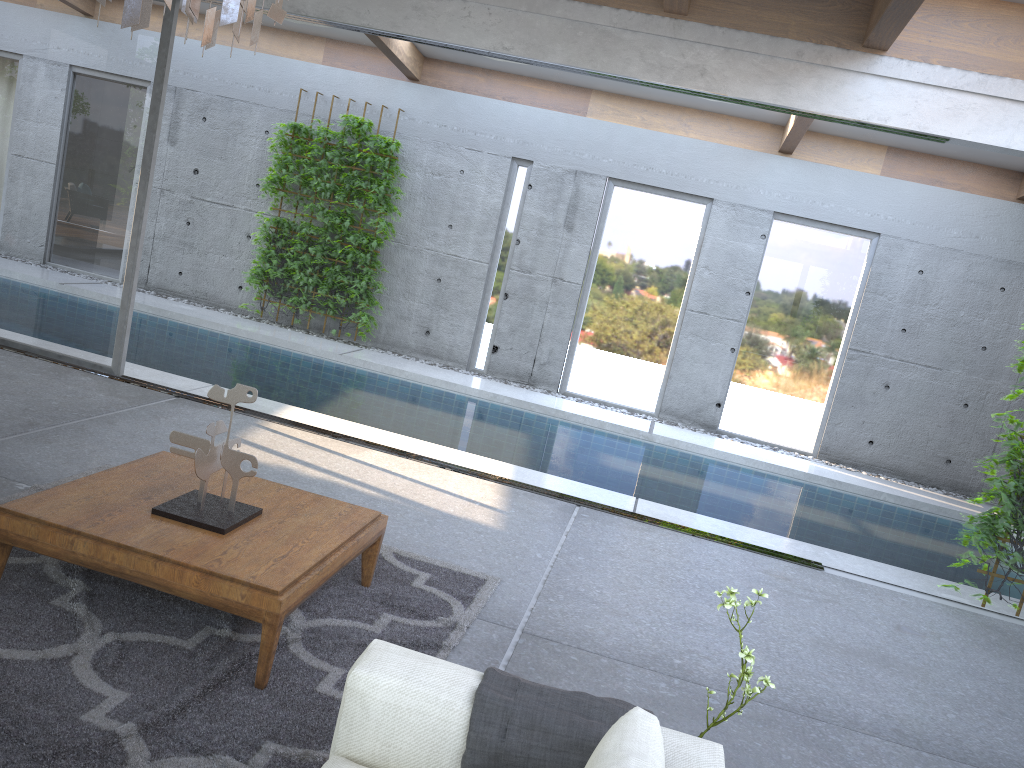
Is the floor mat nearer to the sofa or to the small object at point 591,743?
the sofa

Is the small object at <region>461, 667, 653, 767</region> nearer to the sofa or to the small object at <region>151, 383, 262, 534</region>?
the sofa

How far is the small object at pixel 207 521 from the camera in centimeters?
326cm

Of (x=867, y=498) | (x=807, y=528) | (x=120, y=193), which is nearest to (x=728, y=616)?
(x=807, y=528)

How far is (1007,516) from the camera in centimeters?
529cm

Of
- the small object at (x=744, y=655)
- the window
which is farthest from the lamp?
the window

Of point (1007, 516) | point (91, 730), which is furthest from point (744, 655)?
point (1007, 516)

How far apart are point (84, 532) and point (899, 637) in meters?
4.0

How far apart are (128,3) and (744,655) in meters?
2.4

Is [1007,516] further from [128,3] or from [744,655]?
[128,3]
